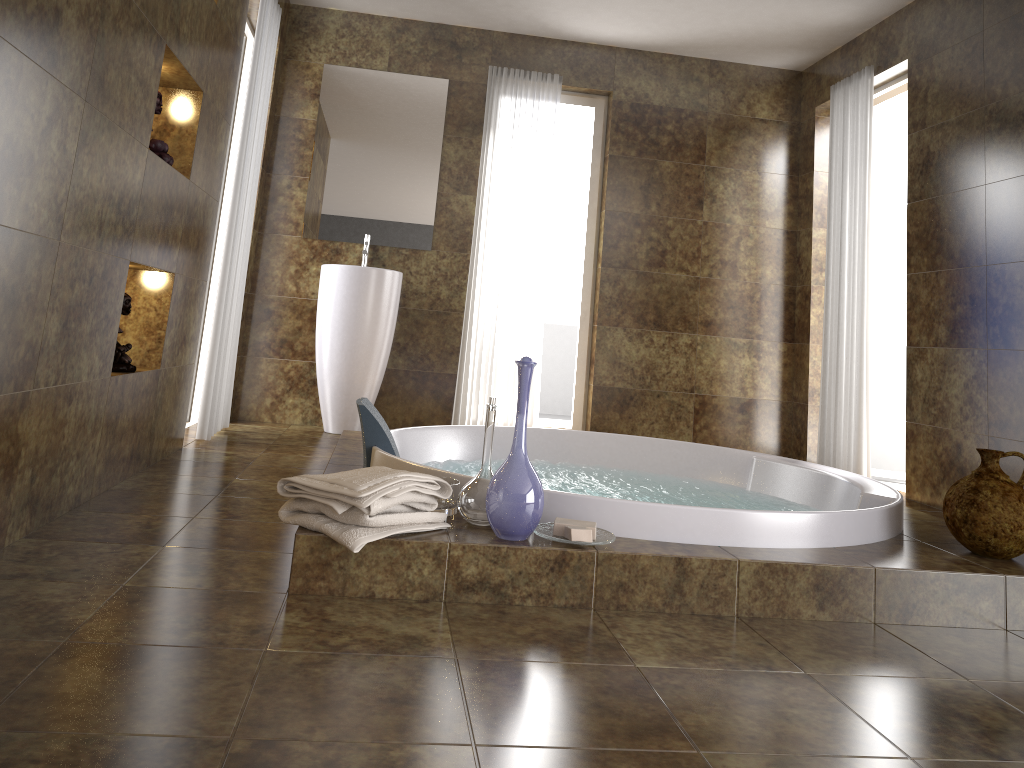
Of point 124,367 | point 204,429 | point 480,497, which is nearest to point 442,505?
point 480,497

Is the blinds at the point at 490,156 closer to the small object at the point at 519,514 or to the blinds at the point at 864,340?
the blinds at the point at 864,340

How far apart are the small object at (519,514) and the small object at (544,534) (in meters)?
0.03

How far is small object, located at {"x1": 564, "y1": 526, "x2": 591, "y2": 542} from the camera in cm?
205

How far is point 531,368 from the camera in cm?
210

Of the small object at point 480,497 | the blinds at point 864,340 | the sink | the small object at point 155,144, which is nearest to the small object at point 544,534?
the small object at point 480,497

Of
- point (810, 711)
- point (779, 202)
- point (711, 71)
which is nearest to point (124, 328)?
point (810, 711)

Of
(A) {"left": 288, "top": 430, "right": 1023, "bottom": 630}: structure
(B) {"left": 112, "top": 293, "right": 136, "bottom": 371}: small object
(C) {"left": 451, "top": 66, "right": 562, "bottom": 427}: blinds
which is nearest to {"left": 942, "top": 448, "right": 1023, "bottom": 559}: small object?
(A) {"left": 288, "top": 430, "right": 1023, "bottom": 630}: structure

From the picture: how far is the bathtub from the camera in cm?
224

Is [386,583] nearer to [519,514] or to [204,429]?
[519,514]
